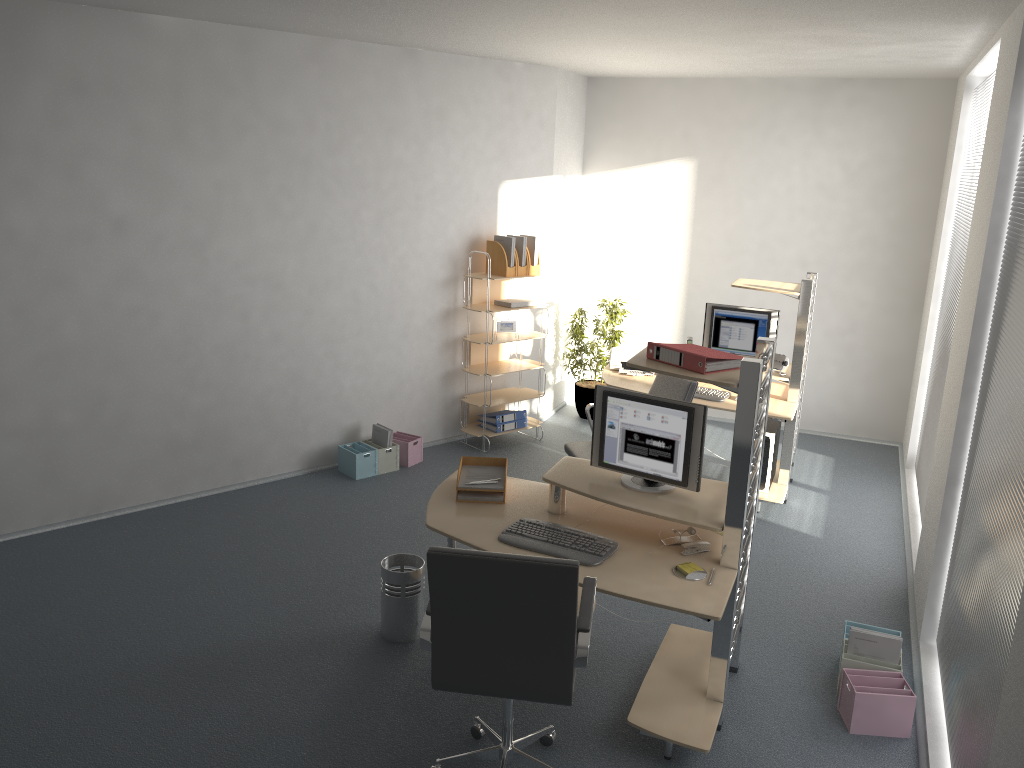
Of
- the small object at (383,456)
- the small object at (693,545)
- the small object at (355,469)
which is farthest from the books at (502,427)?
the small object at (693,545)

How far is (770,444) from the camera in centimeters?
589cm

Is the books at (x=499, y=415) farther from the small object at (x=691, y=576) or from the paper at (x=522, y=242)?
the small object at (x=691, y=576)

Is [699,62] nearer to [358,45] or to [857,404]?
[358,45]

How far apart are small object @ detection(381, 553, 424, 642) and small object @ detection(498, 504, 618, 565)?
0.7 meters

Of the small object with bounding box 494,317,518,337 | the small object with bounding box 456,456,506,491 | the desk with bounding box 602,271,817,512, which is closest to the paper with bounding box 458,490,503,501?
the small object with bounding box 456,456,506,491

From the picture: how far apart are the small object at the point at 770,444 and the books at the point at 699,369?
2.4 meters

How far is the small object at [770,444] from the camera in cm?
589

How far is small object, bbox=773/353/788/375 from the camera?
6.0m

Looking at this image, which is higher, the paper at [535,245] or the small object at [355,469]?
the paper at [535,245]
